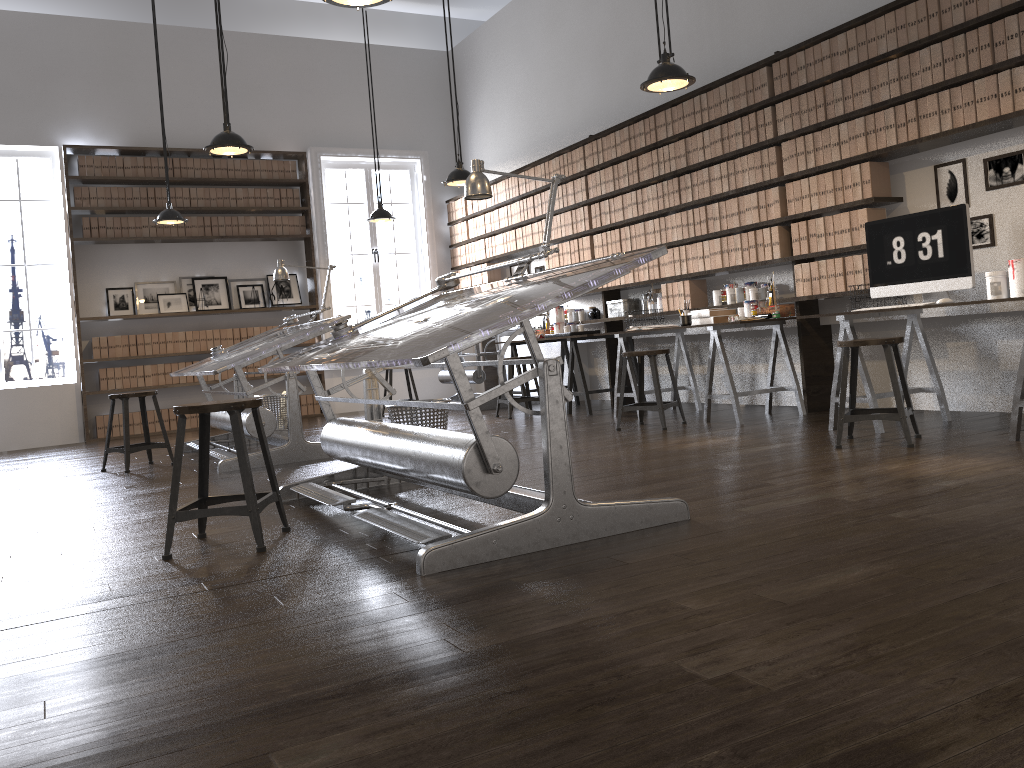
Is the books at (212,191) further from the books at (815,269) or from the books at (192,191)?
the books at (815,269)

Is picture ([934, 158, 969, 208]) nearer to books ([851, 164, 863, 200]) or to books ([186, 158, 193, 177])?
books ([851, 164, 863, 200])

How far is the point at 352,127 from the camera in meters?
10.3 m

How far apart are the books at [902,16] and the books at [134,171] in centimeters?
738cm

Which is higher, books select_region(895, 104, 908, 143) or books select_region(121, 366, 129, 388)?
books select_region(895, 104, 908, 143)

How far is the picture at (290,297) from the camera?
10.02m

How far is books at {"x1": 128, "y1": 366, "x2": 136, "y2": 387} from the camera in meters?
9.2

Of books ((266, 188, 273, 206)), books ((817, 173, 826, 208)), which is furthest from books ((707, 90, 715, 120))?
books ((266, 188, 273, 206))

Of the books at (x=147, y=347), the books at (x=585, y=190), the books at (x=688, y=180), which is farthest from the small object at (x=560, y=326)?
the books at (x=147, y=347)

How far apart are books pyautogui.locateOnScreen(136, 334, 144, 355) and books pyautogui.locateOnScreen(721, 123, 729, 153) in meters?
6.2
